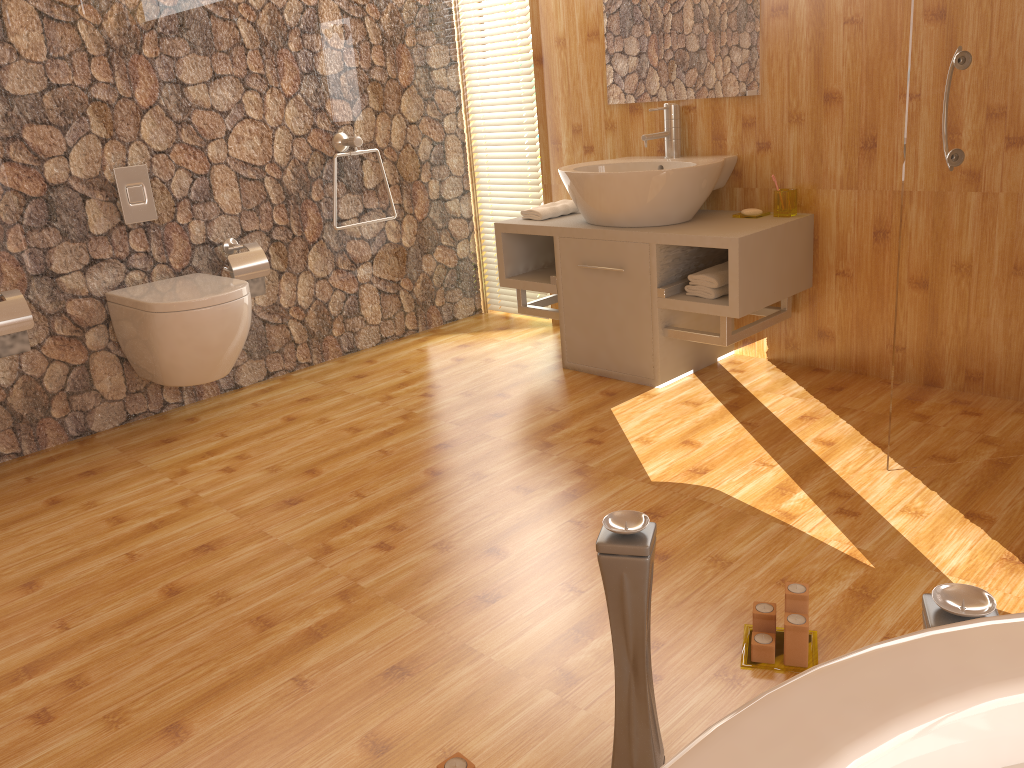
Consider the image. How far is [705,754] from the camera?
0.5m

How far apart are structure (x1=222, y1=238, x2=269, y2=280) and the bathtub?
3.11m

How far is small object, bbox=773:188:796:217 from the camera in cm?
310

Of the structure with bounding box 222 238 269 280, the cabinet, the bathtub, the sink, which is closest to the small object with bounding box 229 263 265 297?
the structure with bounding box 222 238 269 280

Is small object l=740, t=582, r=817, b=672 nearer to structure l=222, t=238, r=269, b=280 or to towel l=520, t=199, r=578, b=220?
towel l=520, t=199, r=578, b=220

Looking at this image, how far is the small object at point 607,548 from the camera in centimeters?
126cm

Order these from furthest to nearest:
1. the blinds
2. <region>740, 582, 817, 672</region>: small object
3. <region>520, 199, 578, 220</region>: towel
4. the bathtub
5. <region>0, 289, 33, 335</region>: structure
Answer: the blinds, <region>520, 199, 578, 220</region>: towel, <region>0, 289, 33, 335</region>: structure, <region>740, 582, 817, 672</region>: small object, the bathtub

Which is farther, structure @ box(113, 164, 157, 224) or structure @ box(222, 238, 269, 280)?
structure @ box(222, 238, 269, 280)

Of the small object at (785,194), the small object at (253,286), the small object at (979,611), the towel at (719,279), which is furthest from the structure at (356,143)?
the small object at (979,611)

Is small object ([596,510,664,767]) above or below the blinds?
below
